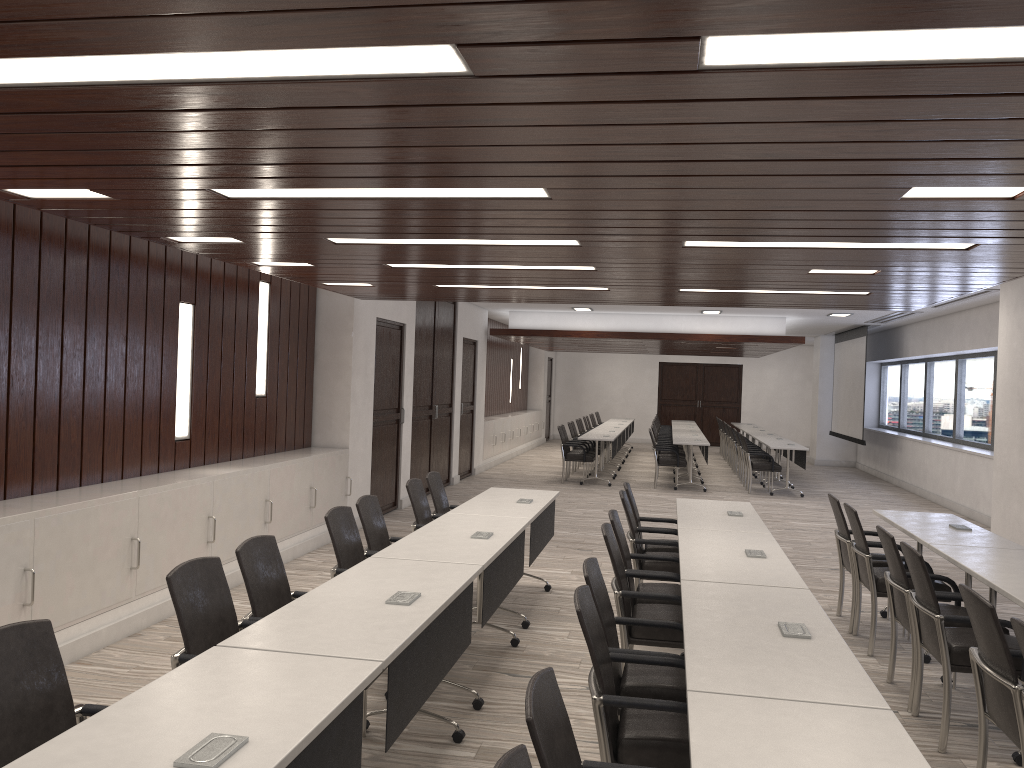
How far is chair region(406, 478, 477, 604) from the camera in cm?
632

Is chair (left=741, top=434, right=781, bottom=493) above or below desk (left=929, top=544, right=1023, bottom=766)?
below

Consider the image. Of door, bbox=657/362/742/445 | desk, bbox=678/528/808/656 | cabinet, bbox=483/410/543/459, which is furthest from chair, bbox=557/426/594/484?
door, bbox=657/362/742/445

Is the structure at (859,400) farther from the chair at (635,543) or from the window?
the chair at (635,543)

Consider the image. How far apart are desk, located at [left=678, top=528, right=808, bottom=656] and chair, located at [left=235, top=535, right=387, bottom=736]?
1.82m

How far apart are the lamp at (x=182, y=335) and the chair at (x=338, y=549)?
2.41m

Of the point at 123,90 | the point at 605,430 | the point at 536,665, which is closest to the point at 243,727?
the point at 123,90

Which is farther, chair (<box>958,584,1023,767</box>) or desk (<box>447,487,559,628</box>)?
desk (<box>447,487,559,628</box>)

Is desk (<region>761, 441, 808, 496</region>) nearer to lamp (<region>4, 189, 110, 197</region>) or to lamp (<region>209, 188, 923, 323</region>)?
lamp (<region>209, 188, 923, 323</region>)

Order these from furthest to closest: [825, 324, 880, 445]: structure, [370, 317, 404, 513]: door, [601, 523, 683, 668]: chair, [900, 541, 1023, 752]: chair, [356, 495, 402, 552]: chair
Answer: [825, 324, 880, 445]: structure < [370, 317, 404, 513]: door < [356, 495, 402, 552]: chair < [601, 523, 683, 668]: chair < [900, 541, 1023, 752]: chair
